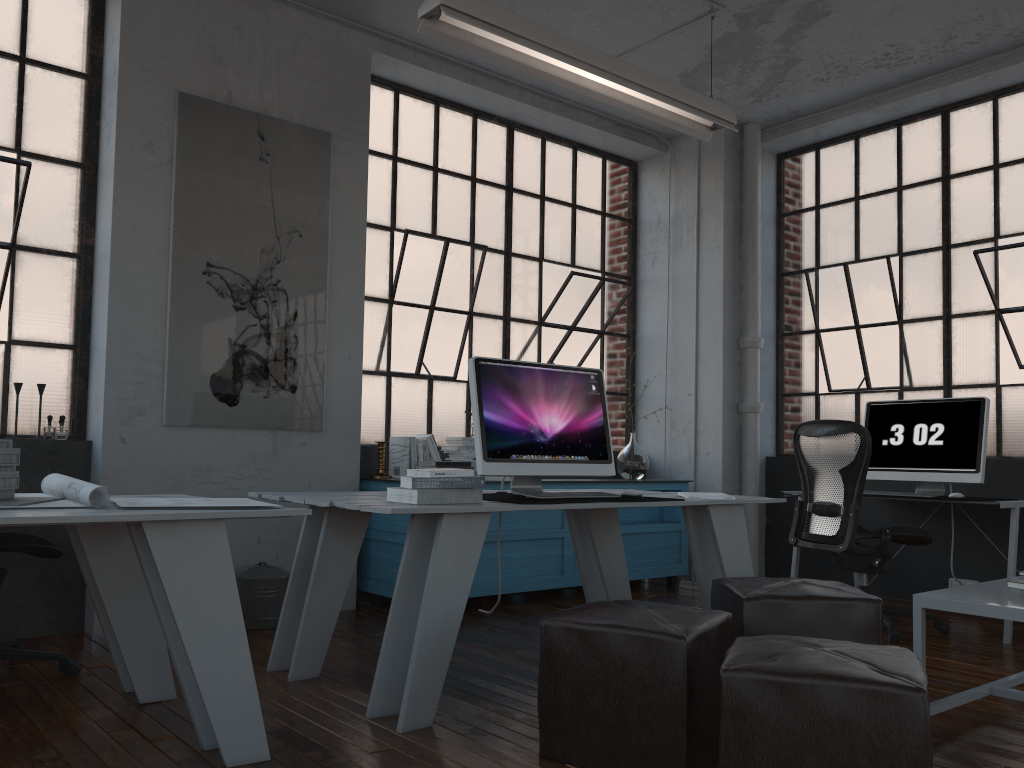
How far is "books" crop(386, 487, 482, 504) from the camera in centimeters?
294cm

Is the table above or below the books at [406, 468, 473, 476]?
below

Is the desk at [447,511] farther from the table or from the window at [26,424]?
the window at [26,424]

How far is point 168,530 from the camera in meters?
2.3 m

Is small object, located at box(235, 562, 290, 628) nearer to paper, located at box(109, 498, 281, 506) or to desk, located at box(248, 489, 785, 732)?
desk, located at box(248, 489, 785, 732)

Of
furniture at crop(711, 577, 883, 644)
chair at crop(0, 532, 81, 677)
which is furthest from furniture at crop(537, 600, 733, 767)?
chair at crop(0, 532, 81, 677)

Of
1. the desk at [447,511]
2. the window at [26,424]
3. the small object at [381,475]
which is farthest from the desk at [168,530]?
the small object at [381,475]

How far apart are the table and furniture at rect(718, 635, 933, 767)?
0.6 meters

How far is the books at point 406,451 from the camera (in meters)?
5.04

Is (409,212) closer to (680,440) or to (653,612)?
(680,440)
